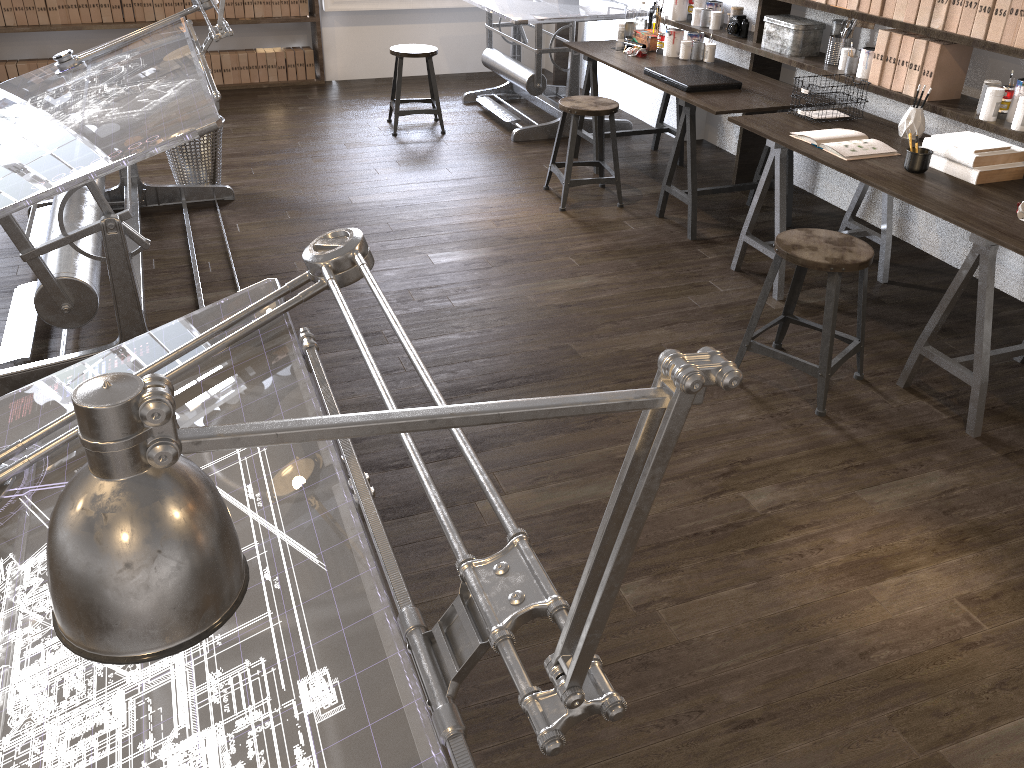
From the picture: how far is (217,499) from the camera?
0.5m

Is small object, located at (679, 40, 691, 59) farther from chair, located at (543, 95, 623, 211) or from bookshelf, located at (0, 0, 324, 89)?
bookshelf, located at (0, 0, 324, 89)

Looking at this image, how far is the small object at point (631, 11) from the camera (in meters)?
5.08

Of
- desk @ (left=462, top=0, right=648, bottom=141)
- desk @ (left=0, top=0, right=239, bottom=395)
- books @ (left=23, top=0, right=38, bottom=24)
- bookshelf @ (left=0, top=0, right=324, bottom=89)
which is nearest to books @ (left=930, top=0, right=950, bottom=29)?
desk @ (left=462, top=0, right=648, bottom=141)

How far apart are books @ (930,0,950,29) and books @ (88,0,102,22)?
5.5 meters

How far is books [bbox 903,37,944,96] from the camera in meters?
3.5 m

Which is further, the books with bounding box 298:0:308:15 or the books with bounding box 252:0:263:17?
the books with bounding box 298:0:308:15

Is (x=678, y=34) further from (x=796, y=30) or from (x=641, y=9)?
(x=796, y=30)

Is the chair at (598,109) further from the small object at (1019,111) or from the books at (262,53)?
the books at (262,53)

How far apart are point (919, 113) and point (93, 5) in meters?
5.5 m
